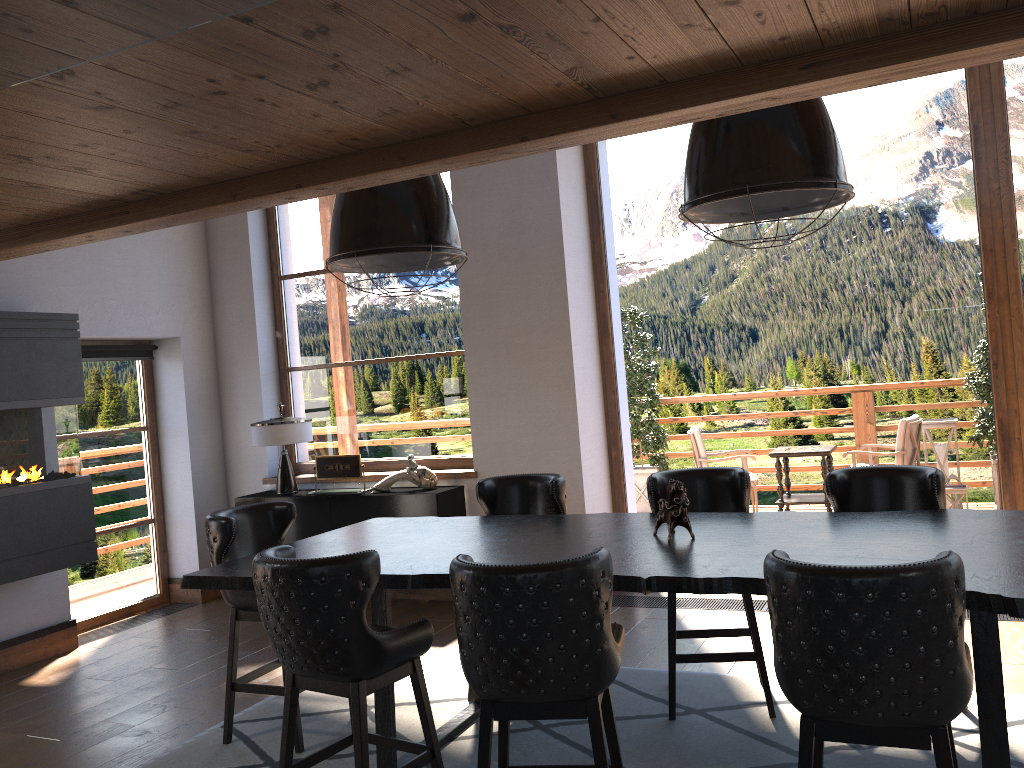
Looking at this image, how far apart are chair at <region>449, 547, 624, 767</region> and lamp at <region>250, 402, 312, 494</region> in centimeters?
425cm

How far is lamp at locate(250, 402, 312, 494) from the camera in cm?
681

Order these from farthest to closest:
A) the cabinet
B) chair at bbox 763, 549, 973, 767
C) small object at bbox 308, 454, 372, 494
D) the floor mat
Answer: small object at bbox 308, 454, 372, 494
the cabinet
the floor mat
chair at bbox 763, 549, 973, 767

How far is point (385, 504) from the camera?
6.4 meters

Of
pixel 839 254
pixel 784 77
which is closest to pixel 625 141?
pixel 839 254

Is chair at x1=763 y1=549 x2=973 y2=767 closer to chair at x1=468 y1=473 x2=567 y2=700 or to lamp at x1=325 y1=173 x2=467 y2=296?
lamp at x1=325 y1=173 x2=467 y2=296

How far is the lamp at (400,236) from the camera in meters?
3.6 m

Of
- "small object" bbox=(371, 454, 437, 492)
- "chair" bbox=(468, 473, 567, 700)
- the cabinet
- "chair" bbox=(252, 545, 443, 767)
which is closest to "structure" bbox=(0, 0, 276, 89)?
"chair" bbox=(252, 545, 443, 767)

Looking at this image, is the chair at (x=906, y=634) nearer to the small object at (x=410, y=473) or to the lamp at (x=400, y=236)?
the lamp at (x=400, y=236)

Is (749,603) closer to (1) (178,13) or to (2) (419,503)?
(2) (419,503)
